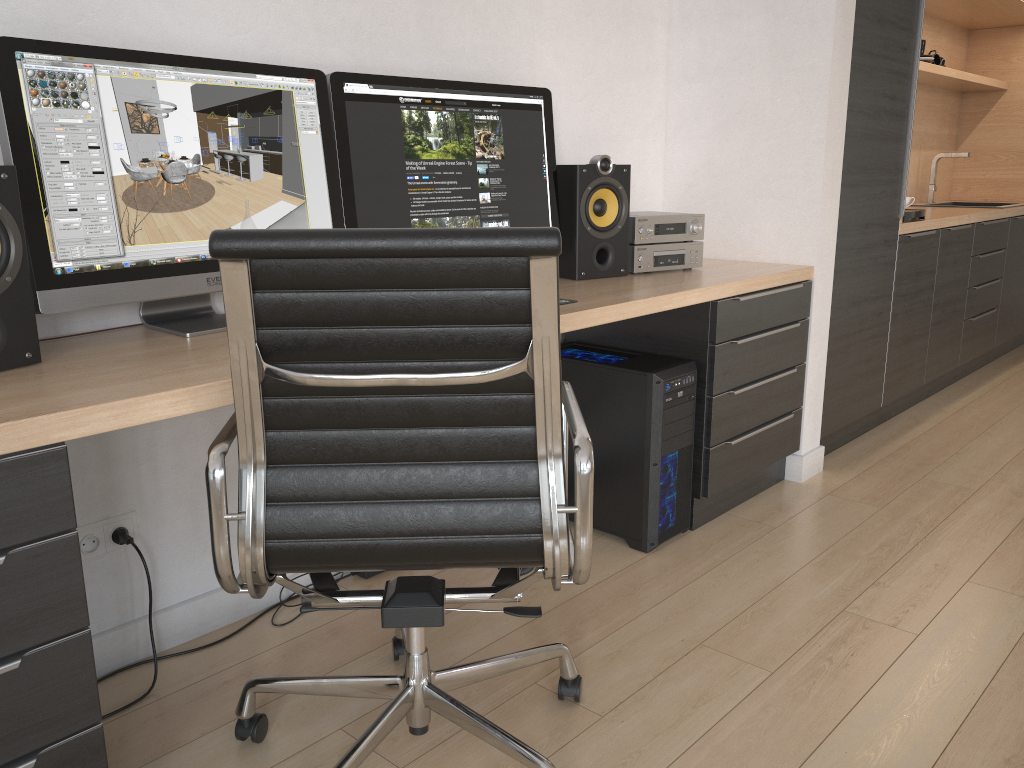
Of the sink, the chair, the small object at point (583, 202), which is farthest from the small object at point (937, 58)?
the chair

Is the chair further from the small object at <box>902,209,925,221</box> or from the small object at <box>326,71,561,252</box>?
the small object at <box>902,209,925,221</box>

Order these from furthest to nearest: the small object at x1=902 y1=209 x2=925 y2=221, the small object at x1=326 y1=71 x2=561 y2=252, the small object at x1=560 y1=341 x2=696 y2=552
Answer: the small object at x1=902 y1=209 x2=925 y2=221 < the small object at x1=560 y1=341 x2=696 y2=552 < the small object at x1=326 y1=71 x2=561 y2=252

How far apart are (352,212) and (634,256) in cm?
95

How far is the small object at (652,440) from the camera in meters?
2.4

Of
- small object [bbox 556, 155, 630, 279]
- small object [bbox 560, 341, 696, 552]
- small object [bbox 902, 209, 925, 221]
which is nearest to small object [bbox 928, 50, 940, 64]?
small object [bbox 902, 209, 925, 221]

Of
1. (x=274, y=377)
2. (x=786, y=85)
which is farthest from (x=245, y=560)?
(x=786, y=85)

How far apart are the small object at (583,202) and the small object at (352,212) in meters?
0.0

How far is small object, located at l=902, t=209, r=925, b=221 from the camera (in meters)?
3.55

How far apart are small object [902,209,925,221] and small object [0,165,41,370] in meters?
3.2 m
